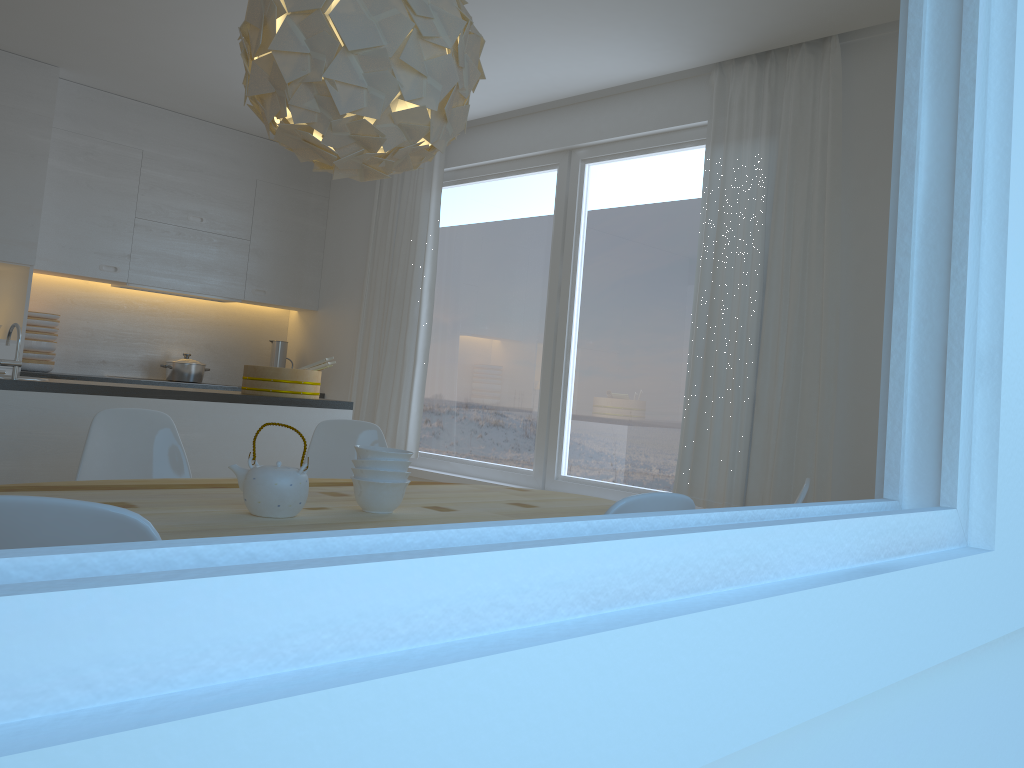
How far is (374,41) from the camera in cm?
205

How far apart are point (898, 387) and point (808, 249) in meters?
3.3 m

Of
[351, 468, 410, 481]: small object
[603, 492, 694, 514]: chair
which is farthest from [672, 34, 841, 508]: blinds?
[603, 492, 694, 514]: chair

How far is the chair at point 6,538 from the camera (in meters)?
0.92

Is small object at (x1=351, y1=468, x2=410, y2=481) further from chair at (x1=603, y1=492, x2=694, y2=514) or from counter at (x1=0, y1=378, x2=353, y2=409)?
counter at (x1=0, y1=378, x2=353, y2=409)

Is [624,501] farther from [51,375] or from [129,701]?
[51,375]

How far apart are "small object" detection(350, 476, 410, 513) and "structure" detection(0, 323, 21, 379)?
1.9m

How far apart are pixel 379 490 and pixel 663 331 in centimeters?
258cm

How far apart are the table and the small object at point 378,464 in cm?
12

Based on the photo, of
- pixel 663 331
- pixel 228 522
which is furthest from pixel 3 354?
pixel 228 522
